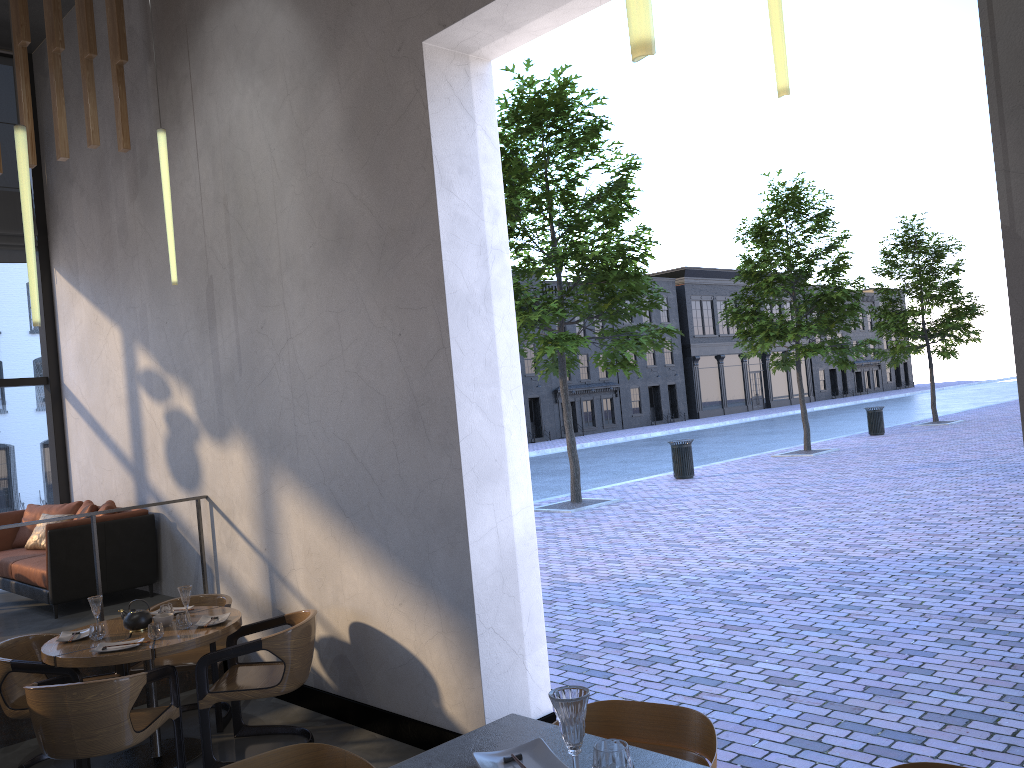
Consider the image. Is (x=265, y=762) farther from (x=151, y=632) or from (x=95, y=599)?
(x=95, y=599)

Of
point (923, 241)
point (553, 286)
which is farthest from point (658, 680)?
point (553, 286)

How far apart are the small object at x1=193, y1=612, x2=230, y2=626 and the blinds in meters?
5.4 m

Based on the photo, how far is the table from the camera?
4.7 meters

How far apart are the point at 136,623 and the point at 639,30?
5.0m

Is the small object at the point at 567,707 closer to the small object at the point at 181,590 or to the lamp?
the lamp

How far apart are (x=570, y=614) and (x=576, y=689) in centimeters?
632cm

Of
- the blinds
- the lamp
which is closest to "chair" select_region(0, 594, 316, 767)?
the lamp

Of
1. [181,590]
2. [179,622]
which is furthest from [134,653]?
[181,590]

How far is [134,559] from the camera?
7.28m
